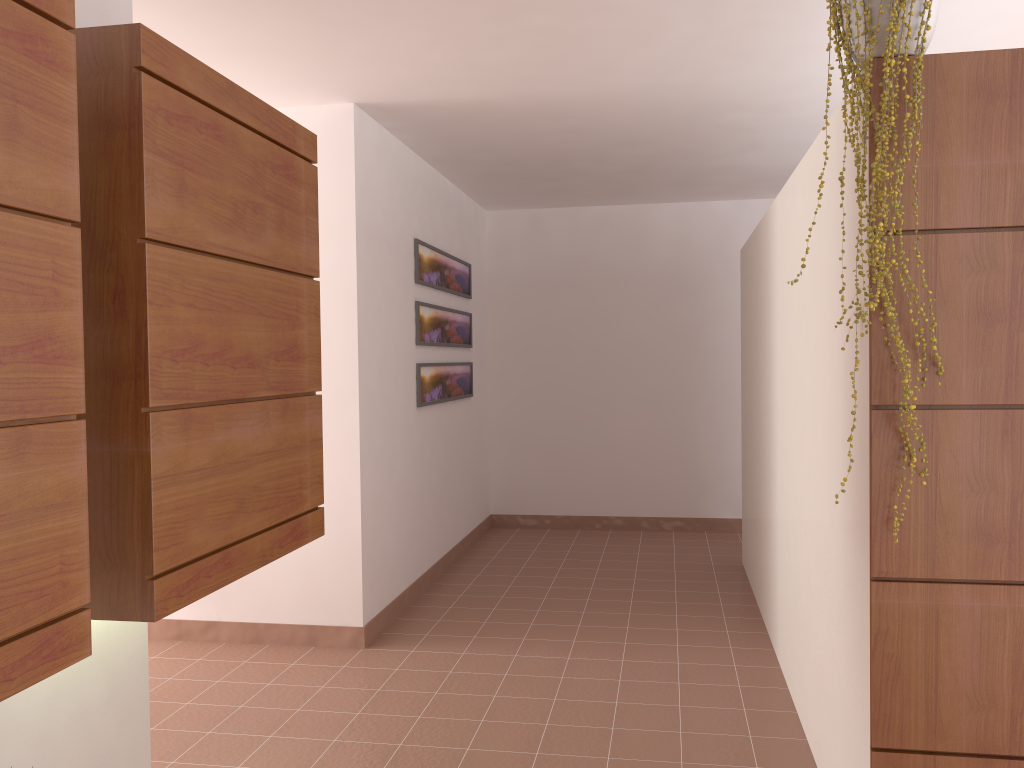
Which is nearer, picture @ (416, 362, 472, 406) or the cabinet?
the cabinet

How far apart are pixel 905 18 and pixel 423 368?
3.52m

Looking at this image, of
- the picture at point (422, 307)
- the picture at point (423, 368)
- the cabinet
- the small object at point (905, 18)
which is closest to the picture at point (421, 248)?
the picture at point (422, 307)

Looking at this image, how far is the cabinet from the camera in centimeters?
144cm

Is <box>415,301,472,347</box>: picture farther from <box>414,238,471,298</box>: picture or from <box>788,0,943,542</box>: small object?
<box>788,0,943,542</box>: small object

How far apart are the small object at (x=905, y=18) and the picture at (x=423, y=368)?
3.2m

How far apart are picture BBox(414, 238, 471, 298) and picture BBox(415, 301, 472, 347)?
0.13m

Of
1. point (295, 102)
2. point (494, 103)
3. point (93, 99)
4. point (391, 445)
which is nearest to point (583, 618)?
point (391, 445)

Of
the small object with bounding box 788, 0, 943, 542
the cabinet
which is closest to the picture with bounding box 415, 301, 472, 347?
the cabinet

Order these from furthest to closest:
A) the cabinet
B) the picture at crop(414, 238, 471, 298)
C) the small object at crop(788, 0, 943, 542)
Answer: the picture at crop(414, 238, 471, 298) → the small object at crop(788, 0, 943, 542) → the cabinet
